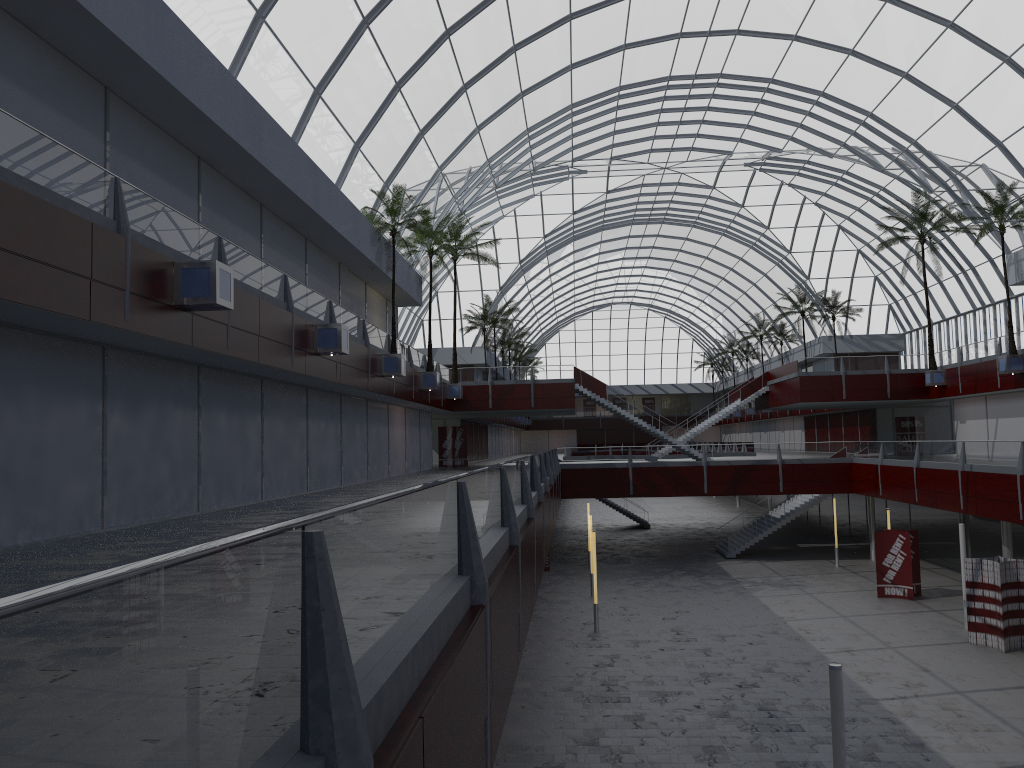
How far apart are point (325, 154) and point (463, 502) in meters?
29.3 m

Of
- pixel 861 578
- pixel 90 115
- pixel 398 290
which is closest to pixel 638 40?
pixel 398 290

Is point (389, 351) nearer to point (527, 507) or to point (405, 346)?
point (405, 346)
